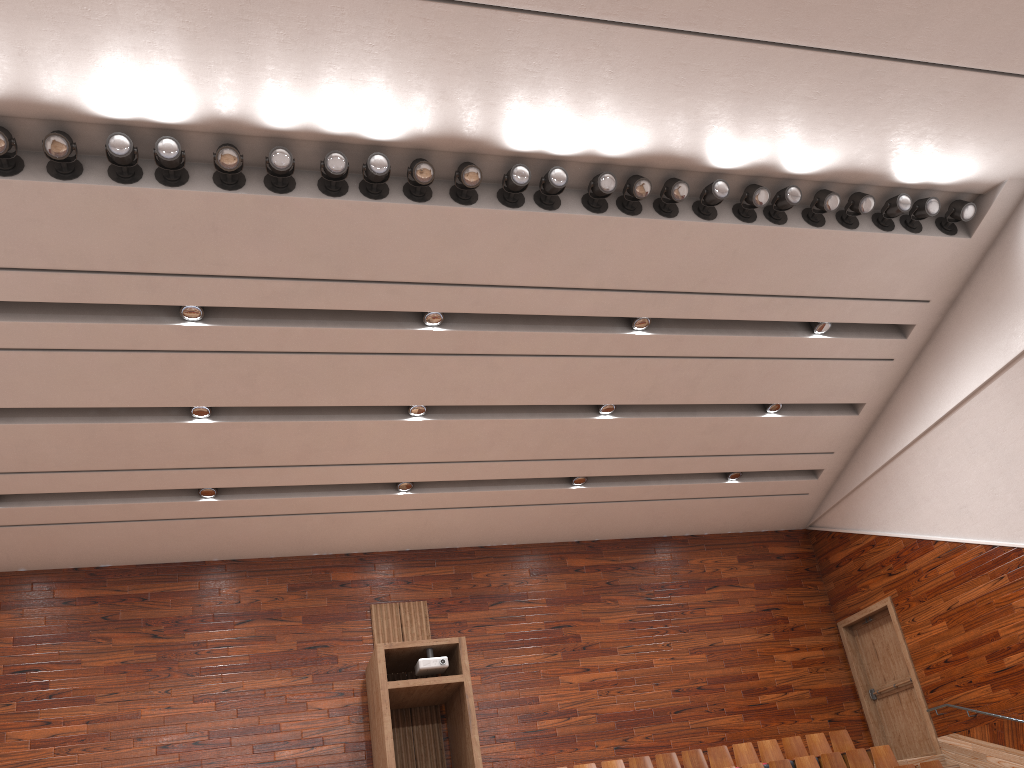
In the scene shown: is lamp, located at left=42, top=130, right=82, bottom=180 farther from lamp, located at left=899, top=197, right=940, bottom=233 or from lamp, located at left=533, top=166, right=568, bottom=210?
lamp, located at left=899, top=197, right=940, bottom=233

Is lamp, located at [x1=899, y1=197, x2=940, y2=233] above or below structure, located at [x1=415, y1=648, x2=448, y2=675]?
above

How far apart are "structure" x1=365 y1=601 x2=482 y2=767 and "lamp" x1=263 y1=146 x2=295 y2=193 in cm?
56

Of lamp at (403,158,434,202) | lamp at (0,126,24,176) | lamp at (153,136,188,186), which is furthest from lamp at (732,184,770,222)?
lamp at (0,126,24,176)

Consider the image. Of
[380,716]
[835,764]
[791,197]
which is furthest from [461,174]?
[835,764]

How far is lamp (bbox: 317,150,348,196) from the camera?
0.9m

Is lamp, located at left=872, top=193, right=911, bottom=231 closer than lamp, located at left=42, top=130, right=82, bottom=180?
No

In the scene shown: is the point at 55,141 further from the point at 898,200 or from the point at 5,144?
the point at 898,200

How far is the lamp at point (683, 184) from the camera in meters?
1.0

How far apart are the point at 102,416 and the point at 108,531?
0.2m
